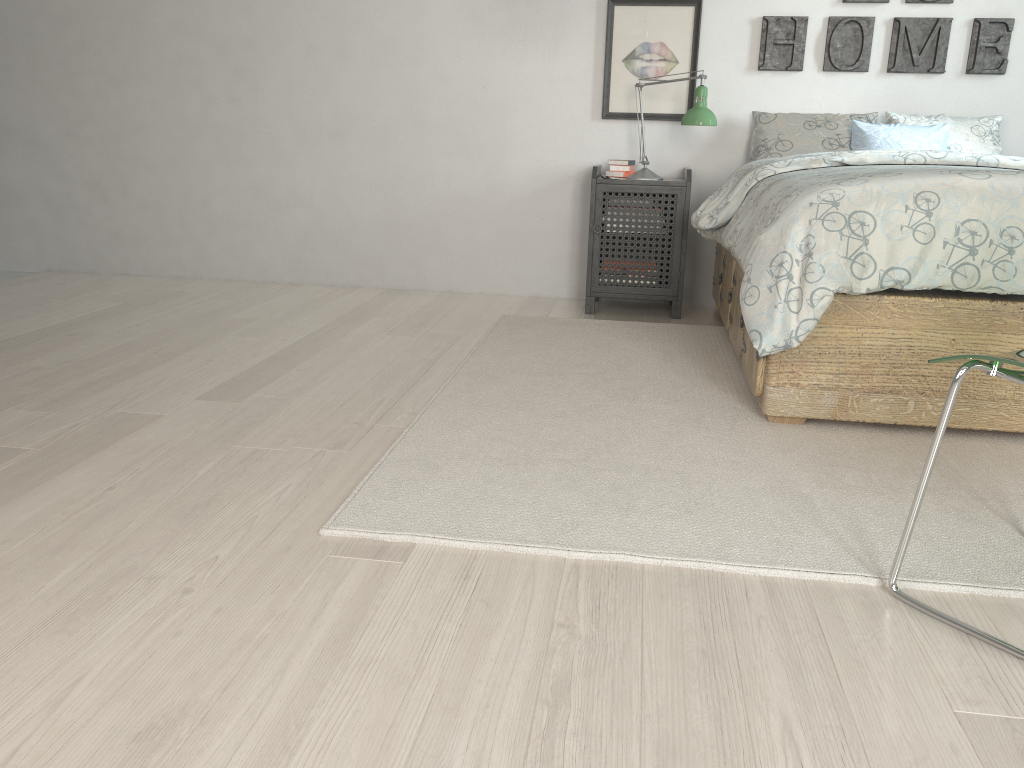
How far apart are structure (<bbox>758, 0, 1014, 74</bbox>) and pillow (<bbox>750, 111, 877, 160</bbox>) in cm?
21

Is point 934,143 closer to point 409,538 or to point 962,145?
point 962,145

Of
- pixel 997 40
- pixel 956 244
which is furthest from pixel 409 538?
pixel 997 40

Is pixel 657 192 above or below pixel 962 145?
below

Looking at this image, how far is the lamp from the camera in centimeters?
361cm

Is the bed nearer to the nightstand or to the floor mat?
the floor mat

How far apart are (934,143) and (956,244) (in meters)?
1.64

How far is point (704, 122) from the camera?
3.61m

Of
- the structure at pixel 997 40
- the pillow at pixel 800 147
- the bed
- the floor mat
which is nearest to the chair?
the floor mat

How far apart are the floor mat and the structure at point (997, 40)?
1.24m
